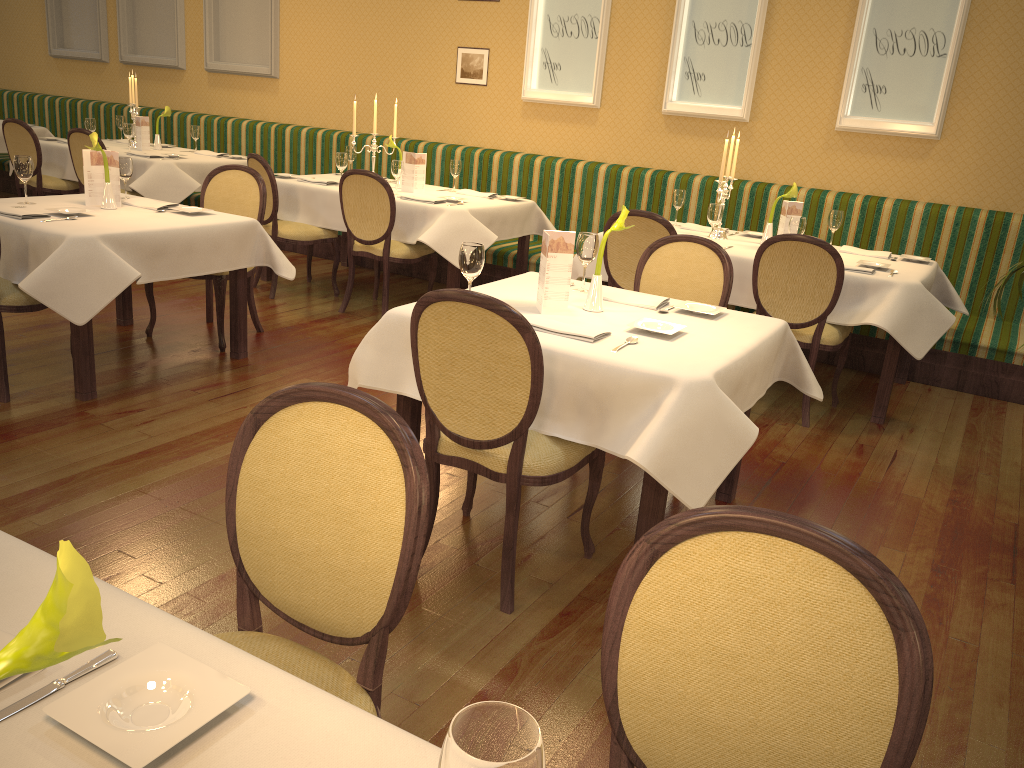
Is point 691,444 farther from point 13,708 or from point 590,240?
point 13,708

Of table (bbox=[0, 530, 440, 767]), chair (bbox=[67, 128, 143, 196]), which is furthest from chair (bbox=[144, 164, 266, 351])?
table (bbox=[0, 530, 440, 767])

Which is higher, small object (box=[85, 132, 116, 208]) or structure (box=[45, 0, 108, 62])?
structure (box=[45, 0, 108, 62])

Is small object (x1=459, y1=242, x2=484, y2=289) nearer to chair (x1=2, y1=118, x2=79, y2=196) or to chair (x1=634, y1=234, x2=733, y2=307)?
chair (x1=634, y1=234, x2=733, y2=307)

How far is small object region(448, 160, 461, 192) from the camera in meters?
6.4 m

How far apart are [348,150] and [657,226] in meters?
3.2 m

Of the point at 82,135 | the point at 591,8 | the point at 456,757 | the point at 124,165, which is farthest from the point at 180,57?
the point at 456,757

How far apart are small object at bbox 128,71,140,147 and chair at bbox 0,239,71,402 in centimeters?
433cm

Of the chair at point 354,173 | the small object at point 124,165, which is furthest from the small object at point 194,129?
the small object at point 124,165

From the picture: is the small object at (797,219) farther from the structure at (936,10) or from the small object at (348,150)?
the small object at (348,150)
